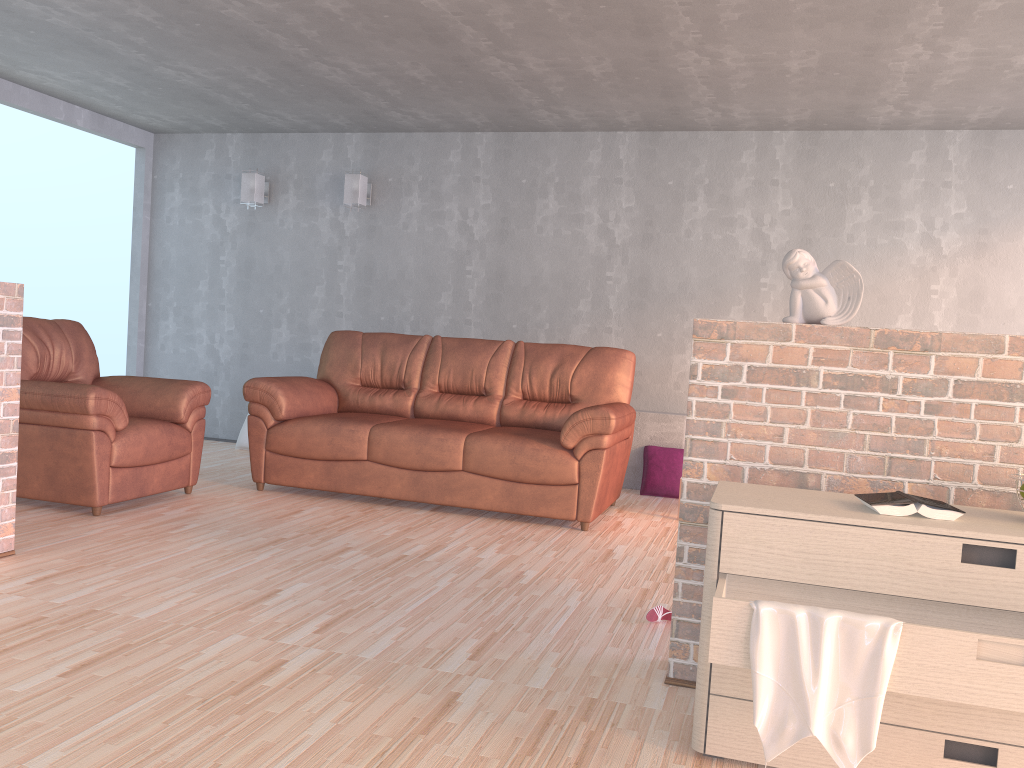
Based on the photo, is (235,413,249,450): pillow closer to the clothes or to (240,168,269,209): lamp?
(240,168,269,209): lamp

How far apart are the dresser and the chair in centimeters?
304cm

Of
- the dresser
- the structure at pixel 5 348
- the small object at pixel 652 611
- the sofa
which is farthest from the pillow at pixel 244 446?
the dresser

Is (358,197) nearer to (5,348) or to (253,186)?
(253,186)

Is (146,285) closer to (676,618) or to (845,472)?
(676,618)

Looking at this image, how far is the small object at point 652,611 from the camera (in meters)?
3.10

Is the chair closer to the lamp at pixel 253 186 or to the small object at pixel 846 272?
the lamp at pixel 253 186

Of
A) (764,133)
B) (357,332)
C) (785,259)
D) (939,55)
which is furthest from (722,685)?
(764,133)

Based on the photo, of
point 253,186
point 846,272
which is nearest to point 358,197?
point 253,186

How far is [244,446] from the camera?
6.7m
